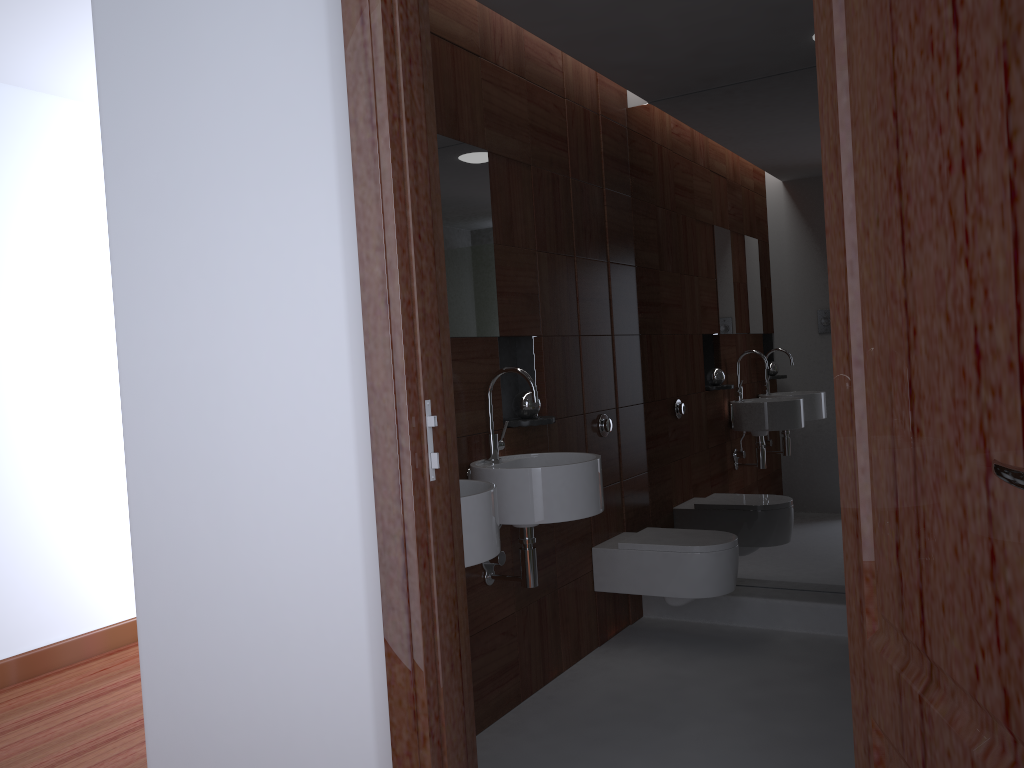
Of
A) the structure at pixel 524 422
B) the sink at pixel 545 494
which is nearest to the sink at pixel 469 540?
the sink at pixel 545 494

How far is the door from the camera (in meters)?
0.66

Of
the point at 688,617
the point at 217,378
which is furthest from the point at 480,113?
the point at 688,617

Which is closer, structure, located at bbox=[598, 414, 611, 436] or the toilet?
the toilet

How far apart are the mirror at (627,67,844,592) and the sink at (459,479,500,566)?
1.8m

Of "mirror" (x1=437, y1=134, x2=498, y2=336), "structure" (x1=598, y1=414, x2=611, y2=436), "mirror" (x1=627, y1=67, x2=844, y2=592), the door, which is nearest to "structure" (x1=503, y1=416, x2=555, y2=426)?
"mirror" (x1=437, y1=134, x2=498, y2=336)

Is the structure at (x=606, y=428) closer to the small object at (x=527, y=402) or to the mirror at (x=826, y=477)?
Result: the mirror at (x=826, y=477)

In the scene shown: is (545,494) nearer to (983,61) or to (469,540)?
(469,540)

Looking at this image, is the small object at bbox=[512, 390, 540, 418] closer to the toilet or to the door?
the toilet

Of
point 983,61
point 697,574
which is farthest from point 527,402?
point 983,61
